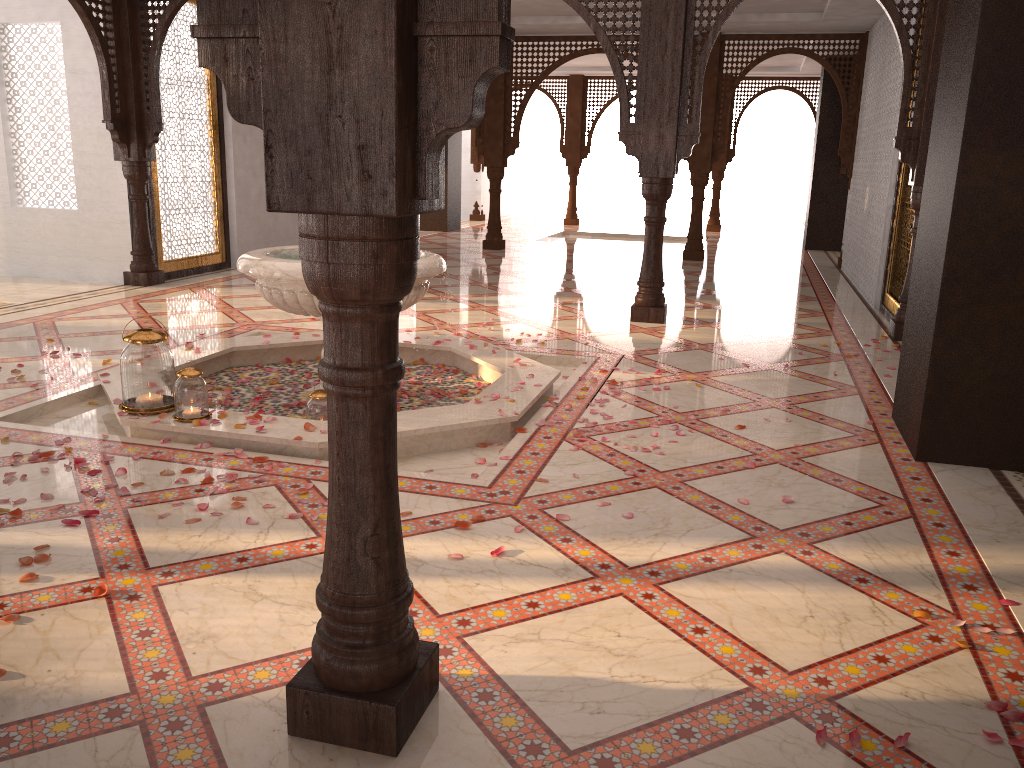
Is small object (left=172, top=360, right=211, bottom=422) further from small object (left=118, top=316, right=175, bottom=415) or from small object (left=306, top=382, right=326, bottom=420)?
small object (left=306, top=382, right=326, bottom=420)

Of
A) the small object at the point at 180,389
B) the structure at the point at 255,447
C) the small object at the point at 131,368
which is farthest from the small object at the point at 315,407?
the small object at the point at 131,368

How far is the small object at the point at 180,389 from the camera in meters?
3.8

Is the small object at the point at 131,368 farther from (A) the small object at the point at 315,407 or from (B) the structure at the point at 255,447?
(A) the small object at the point at 315,407

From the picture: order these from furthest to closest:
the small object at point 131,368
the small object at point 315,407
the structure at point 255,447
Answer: A: 1. the small object at point 315,407
2. the small object at point 131,368
3. the structure at point 255,447

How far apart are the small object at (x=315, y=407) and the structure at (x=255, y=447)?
0.10m

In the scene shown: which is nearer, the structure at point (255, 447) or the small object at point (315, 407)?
the structure at point (255, 447)

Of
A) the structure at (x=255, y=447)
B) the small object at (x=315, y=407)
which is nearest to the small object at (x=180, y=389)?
the structure at (x=255, y=447)

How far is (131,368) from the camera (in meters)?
3.91

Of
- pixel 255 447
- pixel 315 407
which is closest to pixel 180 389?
pixel 255 447
